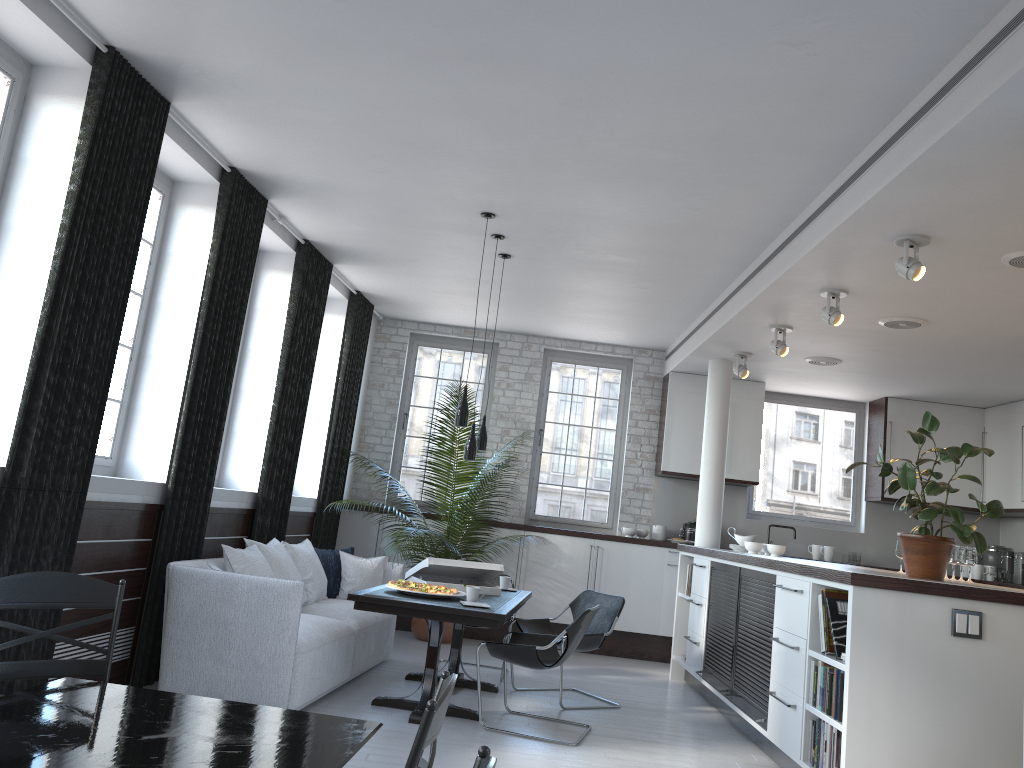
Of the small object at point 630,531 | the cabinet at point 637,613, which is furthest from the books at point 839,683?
the small object at point 630,531

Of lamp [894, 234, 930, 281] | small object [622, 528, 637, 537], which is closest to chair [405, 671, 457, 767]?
lamp [894, 234, 930, 281]

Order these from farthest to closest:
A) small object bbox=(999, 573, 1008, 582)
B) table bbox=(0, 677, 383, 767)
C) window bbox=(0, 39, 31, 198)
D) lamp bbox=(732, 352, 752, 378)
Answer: small object bbox=(999, 573, 1008, 582)
lamp bbox=(732, 352, 752, 378)
window bbox=(0, 39, 31, 198)
table bbox=(0, 677, 383, 767)

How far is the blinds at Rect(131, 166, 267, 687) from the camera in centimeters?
549cm

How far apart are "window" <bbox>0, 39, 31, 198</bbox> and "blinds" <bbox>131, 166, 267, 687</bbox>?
1.51m

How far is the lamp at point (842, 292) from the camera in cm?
589

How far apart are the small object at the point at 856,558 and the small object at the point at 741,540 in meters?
2.1 m

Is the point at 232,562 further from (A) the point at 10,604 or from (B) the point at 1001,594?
(B) the point at 1001,594

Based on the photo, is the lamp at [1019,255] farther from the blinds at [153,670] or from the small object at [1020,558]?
the small object at [1020,558]

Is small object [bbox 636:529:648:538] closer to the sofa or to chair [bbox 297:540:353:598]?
the sofa
